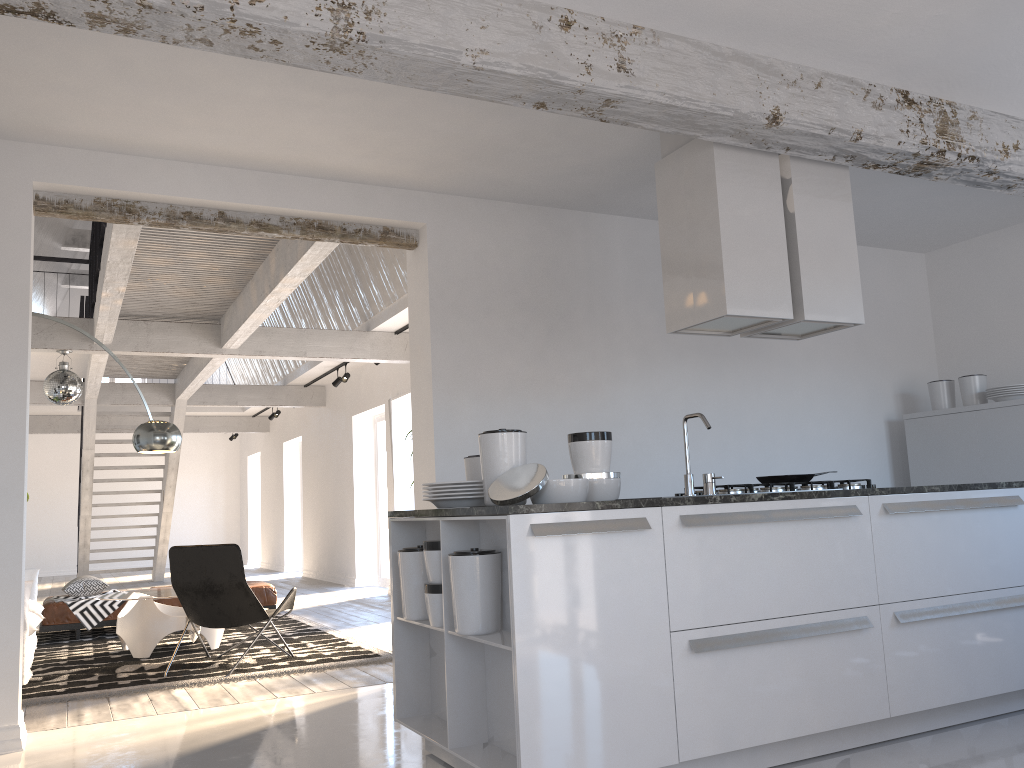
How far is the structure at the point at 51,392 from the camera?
8.2 meters

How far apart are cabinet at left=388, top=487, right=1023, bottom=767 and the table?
3.44m

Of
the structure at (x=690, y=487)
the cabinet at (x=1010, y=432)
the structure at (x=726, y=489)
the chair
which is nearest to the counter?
the structure at (x=690, y=487)

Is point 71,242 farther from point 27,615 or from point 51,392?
point 27,615

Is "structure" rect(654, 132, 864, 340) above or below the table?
above

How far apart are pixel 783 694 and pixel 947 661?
0.88m

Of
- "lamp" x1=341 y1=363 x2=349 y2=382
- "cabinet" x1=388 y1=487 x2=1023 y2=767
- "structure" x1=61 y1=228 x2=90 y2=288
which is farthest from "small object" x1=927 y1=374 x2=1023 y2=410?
"structure" x1=61 y1=228 x2=90 y2=288

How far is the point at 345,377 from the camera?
11.5 meters

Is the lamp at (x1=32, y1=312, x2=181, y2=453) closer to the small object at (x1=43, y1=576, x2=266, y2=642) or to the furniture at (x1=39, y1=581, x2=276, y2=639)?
the small object at (x1=43, y1=576, x2=266, y2=642)

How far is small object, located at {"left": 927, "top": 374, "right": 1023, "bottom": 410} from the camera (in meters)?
5.99
